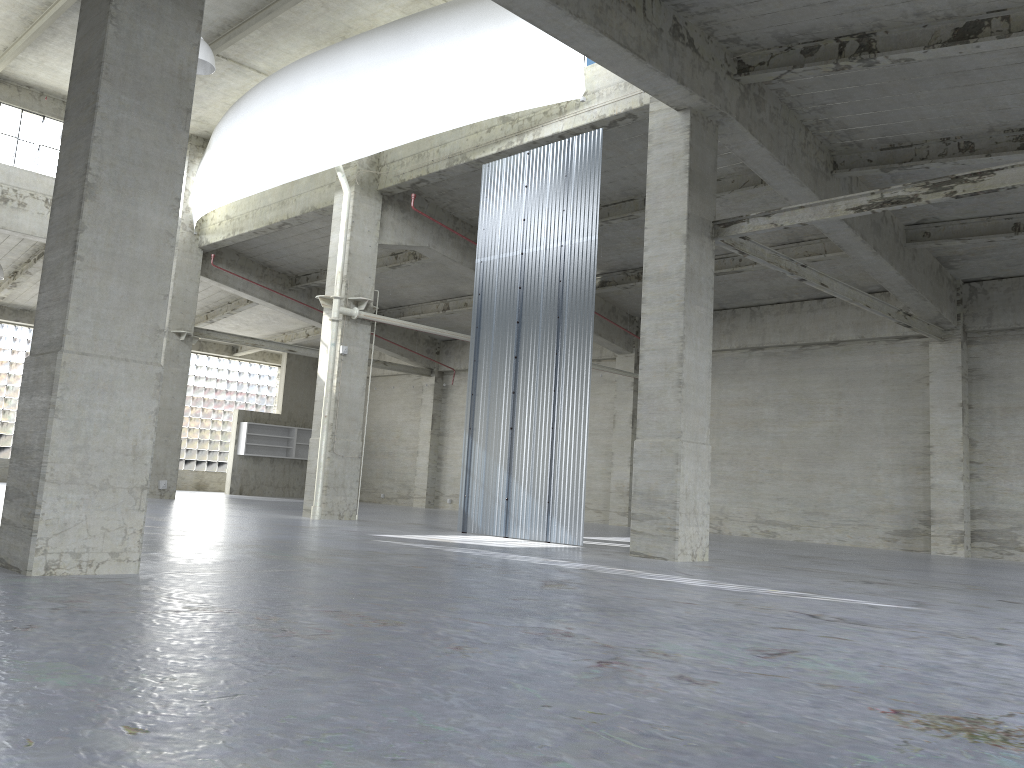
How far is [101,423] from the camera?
9.98m

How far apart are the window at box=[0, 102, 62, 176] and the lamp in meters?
12.8

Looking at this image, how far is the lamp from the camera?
24.5 meters

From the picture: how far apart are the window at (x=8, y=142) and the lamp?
12.8 meters

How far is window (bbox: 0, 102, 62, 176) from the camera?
33.5m

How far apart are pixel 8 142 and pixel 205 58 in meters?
13.9 m

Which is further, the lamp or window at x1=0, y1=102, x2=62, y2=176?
window at x1=0, y1=102, x2=62, y2=176

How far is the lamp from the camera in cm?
2451
